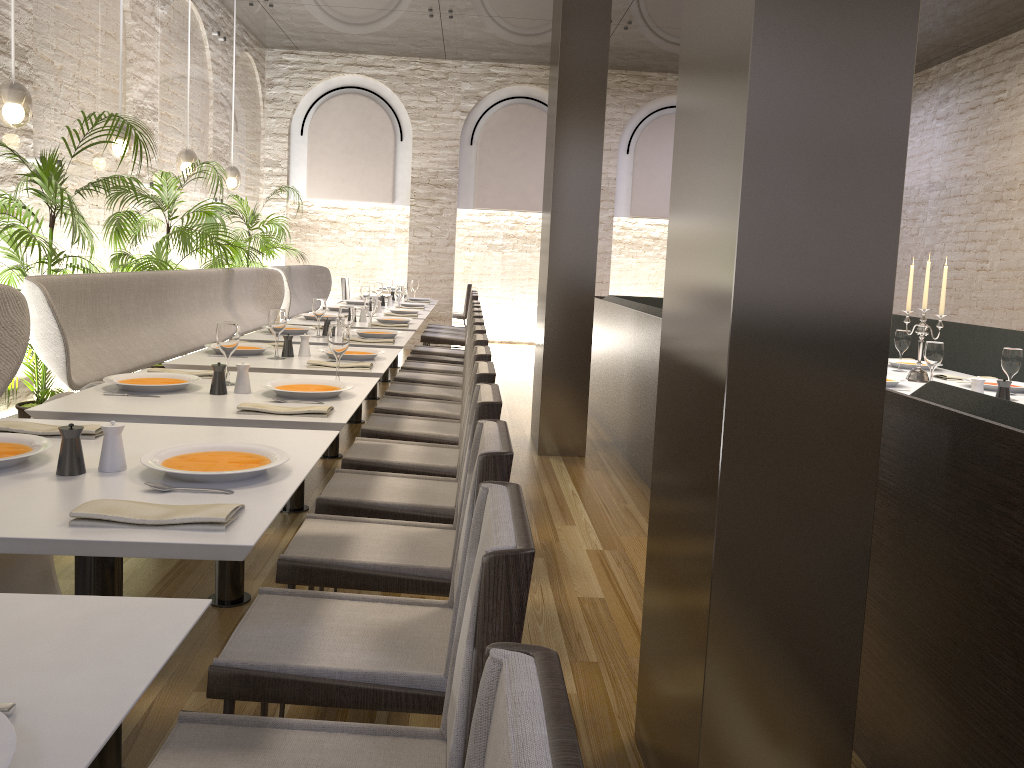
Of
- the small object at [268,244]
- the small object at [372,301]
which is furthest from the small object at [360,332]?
the small object at [268,244]

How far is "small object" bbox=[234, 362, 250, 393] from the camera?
3.1m

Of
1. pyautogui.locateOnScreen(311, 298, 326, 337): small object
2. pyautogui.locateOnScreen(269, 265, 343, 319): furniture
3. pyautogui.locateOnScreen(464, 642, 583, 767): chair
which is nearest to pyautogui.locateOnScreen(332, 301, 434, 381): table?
pyautogui.locateOnScreen(269, 265, 343, 319): furniture

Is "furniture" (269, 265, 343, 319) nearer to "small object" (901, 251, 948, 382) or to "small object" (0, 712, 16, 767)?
"small object" (901, 251, 948, 382)

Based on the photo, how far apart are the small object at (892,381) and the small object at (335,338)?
2.5m

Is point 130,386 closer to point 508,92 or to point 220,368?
point 220,368

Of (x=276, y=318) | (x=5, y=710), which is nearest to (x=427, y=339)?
(x=276, y=318)

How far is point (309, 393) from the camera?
3.01m

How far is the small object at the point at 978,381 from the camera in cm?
370

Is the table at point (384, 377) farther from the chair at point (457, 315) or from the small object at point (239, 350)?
the small object at point (239, 350)
